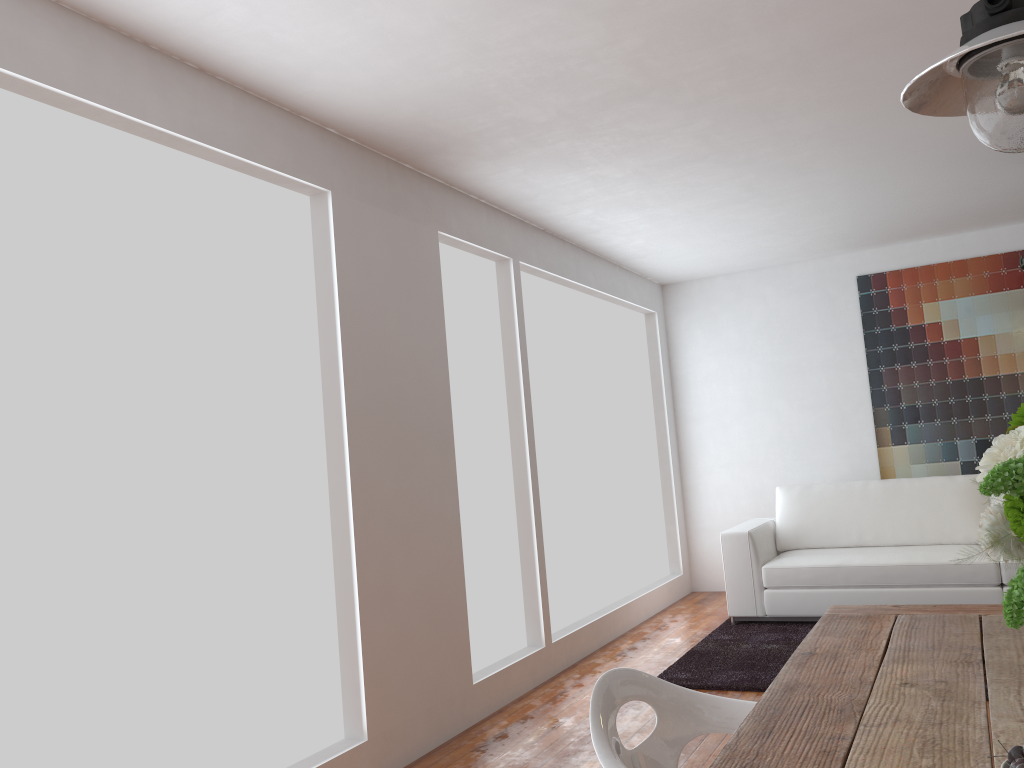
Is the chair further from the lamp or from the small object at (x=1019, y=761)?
the lamp

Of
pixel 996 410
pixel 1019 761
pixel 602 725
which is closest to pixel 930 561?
pixel 996 410

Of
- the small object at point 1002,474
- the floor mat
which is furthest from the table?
the floor mat

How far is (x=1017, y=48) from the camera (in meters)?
1.49

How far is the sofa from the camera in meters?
5.1

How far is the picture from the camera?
6.2m

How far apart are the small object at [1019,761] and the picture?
6.1m

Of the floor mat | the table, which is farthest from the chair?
the floor mat

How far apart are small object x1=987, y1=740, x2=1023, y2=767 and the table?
0.2m

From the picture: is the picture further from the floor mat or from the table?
the table
